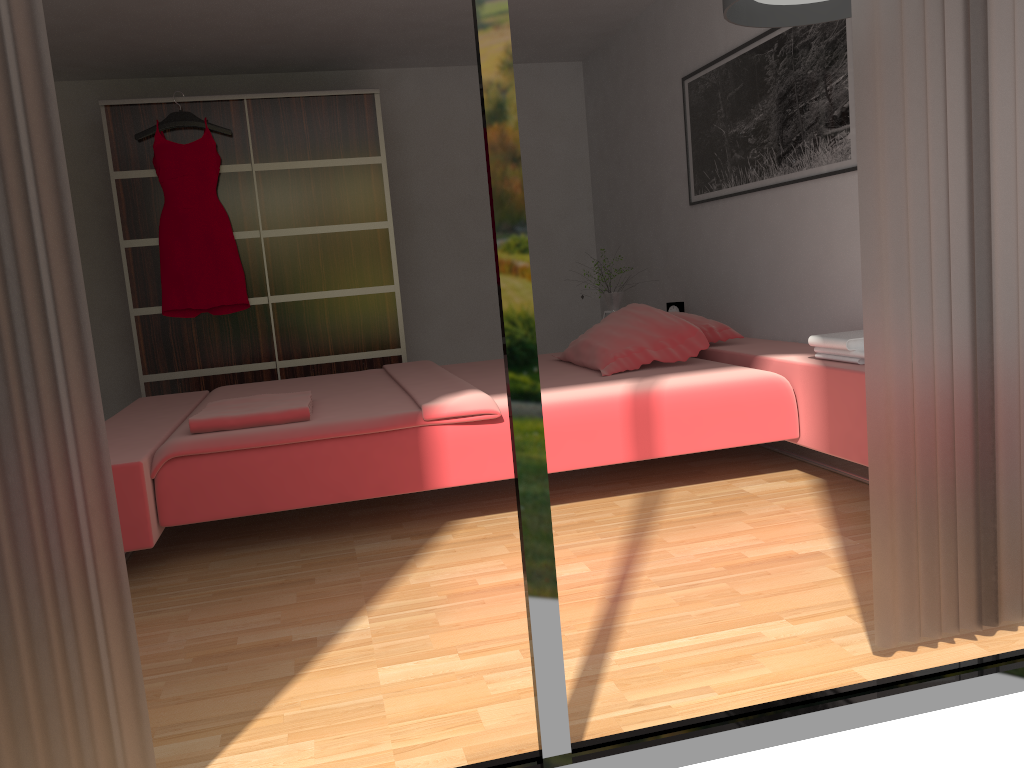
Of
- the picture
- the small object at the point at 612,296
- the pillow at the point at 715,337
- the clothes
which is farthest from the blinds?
the clothes

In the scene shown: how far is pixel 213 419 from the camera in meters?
2.9

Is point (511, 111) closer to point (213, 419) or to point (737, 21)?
point (737, 21)

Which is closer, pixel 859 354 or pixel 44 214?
pixel 44 214

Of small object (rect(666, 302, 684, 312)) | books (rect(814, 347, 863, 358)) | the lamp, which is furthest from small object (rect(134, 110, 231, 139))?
books (rect(814, 347, 863, 358))

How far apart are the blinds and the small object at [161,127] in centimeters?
393cm

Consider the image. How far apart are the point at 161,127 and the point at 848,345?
3.92m

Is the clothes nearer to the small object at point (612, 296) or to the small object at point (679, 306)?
the small object at point (612, 296)

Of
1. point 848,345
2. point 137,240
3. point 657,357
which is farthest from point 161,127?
point 848,345

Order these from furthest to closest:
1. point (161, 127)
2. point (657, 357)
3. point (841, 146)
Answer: point (161, 127), point (657, 357), point (841, 146)
